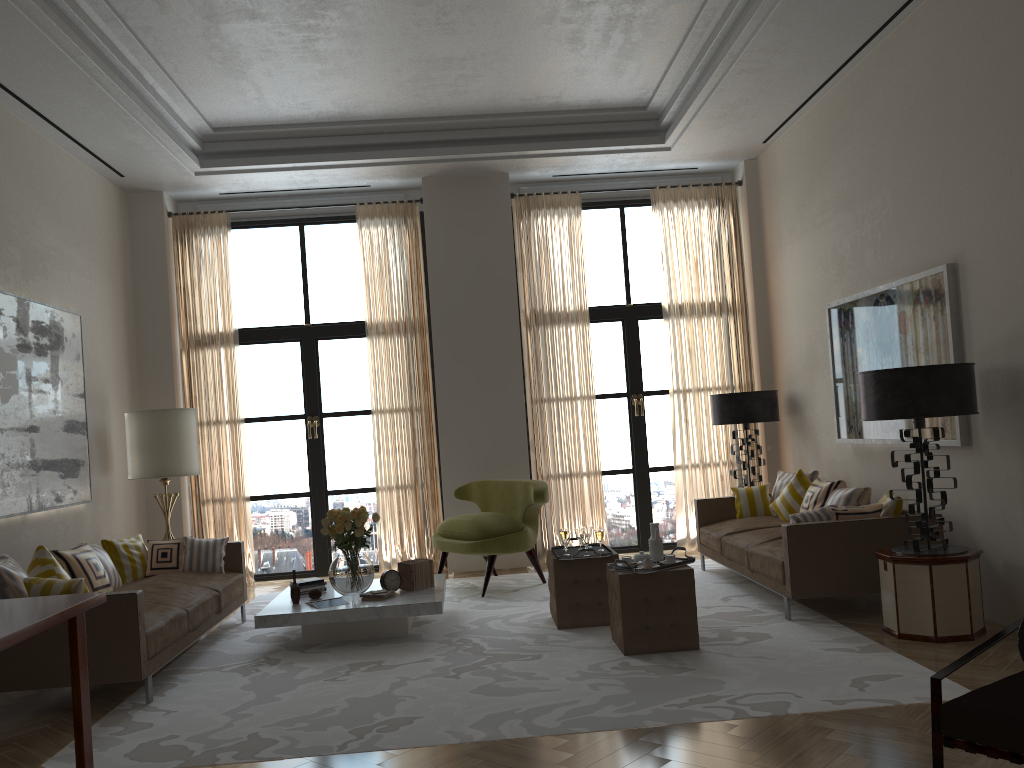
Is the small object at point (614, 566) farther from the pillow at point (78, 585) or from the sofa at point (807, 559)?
the pillow at point (78, 585)

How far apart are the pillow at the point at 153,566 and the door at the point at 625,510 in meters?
5.5

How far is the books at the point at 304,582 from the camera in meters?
8.3

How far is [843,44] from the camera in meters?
8.2

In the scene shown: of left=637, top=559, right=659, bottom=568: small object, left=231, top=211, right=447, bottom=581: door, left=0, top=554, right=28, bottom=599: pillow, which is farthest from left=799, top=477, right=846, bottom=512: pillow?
left=0, top=554, right=28, bottom=599: pillow

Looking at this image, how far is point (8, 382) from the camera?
7.8m

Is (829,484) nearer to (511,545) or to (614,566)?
(614,566)

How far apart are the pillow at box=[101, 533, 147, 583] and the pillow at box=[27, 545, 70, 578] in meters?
1.7

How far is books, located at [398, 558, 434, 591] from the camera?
8.1 meters

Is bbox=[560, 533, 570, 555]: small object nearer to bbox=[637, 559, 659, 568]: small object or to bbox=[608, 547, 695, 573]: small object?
bbox=[608, 547, 695, 573]: small object
